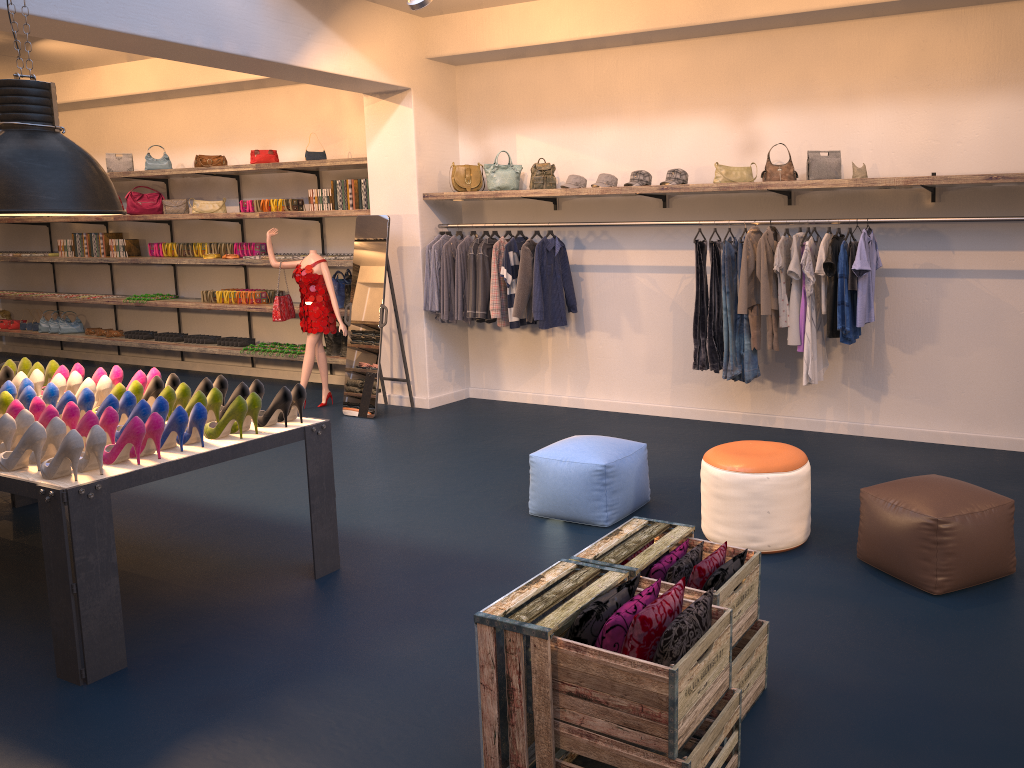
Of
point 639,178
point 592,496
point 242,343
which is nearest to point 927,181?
point 639,178

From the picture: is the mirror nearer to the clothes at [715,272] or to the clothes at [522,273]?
the clothes at [522,273]

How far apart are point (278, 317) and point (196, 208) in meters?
2.5

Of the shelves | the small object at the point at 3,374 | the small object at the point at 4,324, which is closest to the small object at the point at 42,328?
the shelves

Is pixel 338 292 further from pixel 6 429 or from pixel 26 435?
pixel 26 435

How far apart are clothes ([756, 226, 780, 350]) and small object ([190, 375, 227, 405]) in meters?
3.6

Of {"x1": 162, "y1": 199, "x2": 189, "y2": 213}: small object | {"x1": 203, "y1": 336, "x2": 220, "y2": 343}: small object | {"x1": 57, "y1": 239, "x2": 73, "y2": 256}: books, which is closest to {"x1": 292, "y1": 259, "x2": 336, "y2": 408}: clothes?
{"x1": 203, "y1": 336, "x2": 220, "y2": 343}: small object

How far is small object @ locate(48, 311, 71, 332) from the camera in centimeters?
1176cm

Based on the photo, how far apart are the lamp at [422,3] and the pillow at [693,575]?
4.3m

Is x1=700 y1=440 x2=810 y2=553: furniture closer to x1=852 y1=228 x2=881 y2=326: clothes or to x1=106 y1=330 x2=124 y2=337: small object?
x1=852 y1=228 x2=881 y2=326: clothes
